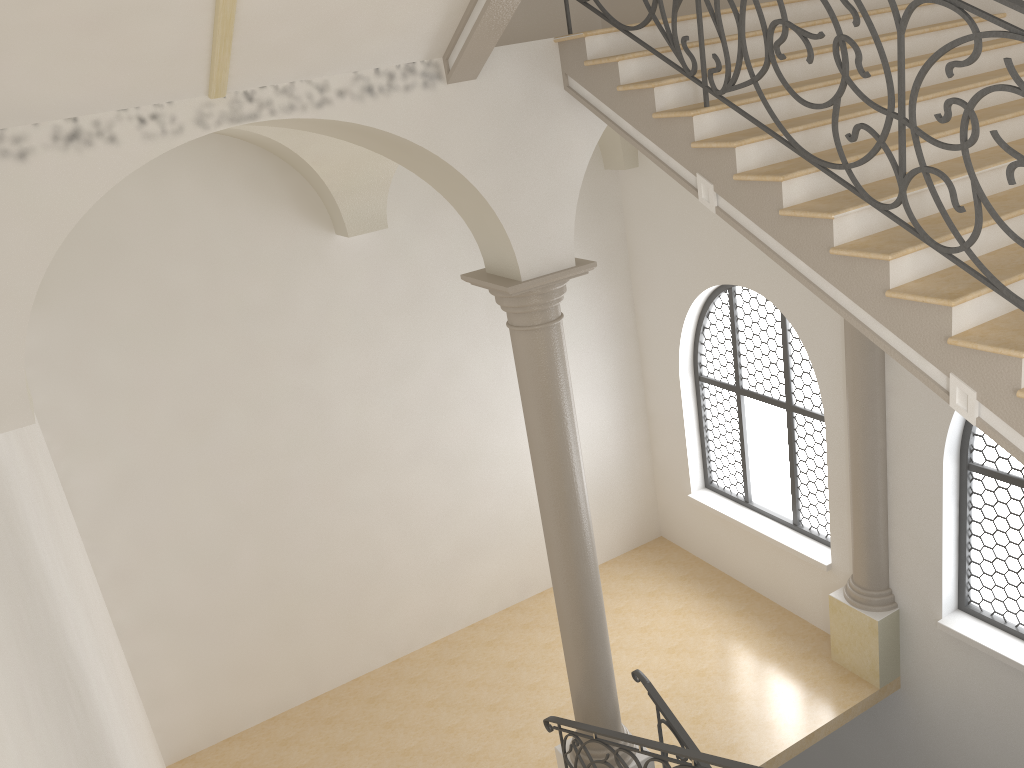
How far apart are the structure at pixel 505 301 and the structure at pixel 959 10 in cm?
149

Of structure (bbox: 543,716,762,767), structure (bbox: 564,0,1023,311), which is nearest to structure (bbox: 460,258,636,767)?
structure (bbox: 543,716,762,767)

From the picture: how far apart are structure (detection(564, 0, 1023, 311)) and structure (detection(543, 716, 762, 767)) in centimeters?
289cm

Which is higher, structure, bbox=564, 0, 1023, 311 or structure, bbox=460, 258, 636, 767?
structure, bbox=564, 0, 1023, 311

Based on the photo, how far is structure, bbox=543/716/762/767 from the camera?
5.0 meters

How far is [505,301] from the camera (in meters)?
5.96

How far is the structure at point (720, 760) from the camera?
5.0m

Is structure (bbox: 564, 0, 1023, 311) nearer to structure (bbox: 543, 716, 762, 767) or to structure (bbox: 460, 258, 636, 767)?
structure (bbox: 460, 258, 636, 767)

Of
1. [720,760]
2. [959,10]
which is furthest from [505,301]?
[959,10]

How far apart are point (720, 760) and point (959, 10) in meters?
4.0
